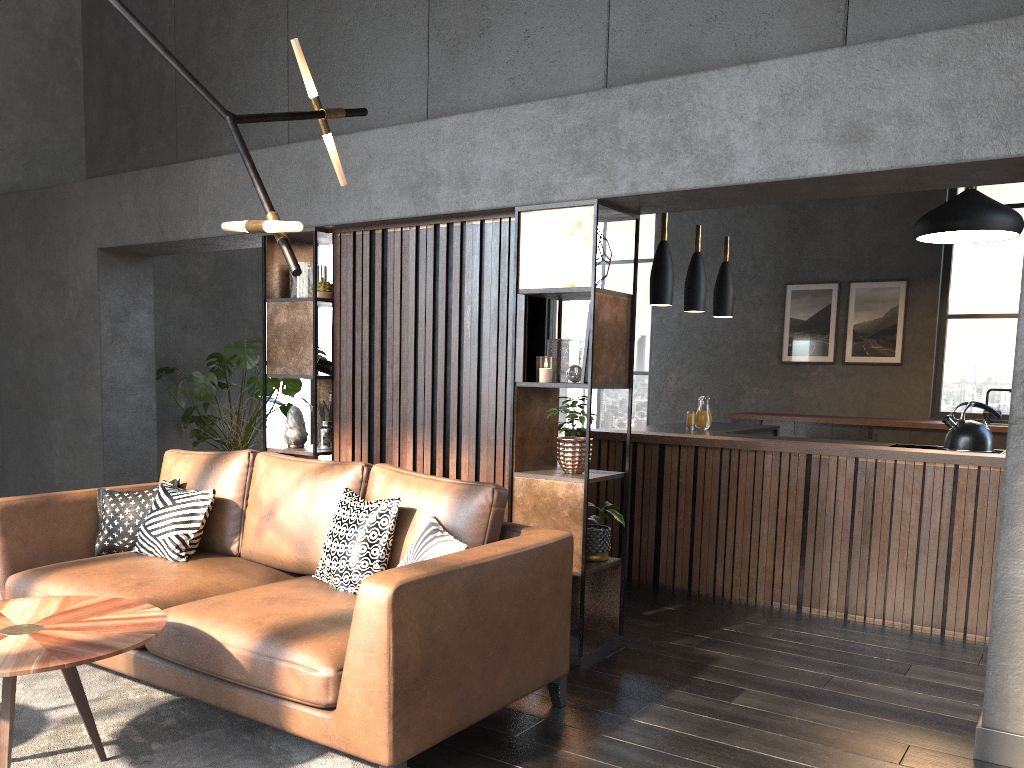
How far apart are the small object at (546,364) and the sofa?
0.8m

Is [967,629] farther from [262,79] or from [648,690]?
[262,79]

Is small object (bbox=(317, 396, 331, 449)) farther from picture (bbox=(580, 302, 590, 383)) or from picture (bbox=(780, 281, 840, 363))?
picture (bbox=(780, 281, 840, 363))

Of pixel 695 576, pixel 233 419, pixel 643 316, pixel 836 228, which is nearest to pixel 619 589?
pixel 695 576

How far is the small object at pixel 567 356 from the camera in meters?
4.1

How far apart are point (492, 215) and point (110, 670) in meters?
2.6 m

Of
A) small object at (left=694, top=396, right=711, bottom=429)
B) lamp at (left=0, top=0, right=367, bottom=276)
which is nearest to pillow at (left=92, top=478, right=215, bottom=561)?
lamp at (left=0, top=0, right=367, bottom=276)

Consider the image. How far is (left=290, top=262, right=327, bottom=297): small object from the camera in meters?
5.0 m

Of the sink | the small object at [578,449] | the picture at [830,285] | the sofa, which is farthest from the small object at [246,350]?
the sink

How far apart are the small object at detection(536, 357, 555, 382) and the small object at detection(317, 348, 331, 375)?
1.6 meters
